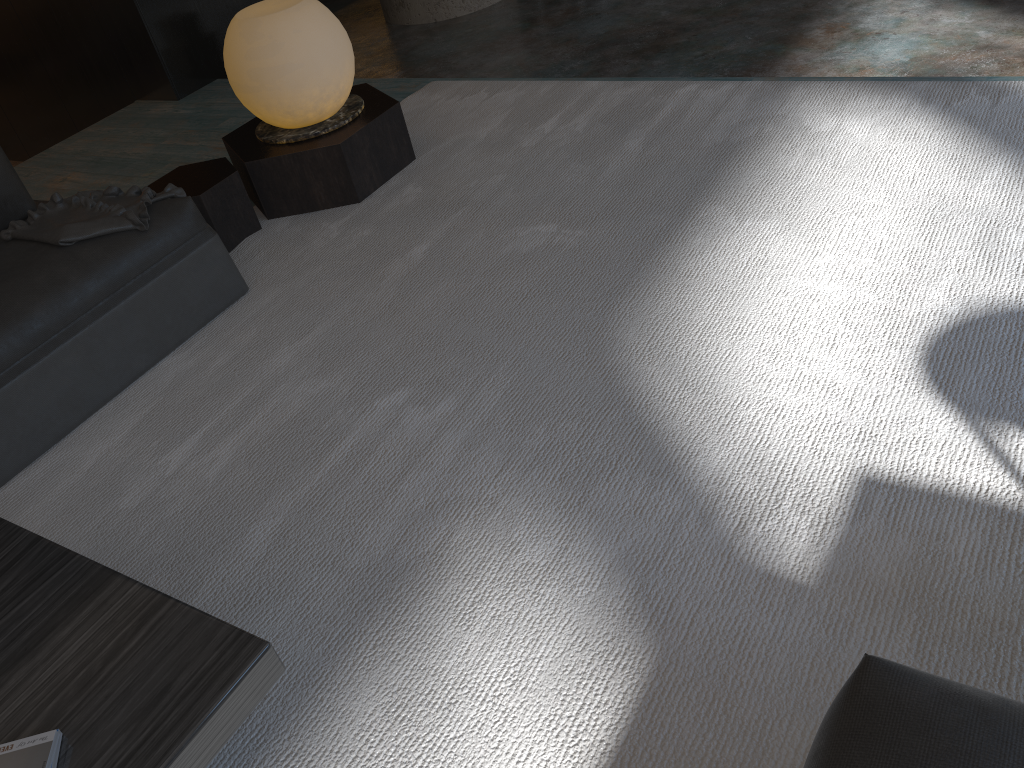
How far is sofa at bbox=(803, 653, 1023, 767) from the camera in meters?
0.9

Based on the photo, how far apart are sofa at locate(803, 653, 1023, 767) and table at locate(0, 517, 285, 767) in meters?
0.7

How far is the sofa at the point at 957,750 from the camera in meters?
0.9

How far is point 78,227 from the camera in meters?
2.5

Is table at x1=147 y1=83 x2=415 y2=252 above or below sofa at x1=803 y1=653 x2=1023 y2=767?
below

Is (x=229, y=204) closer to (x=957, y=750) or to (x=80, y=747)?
(x=80, y=747)

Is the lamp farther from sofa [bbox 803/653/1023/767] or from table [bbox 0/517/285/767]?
sofa [bbox 803/653/1023/767]

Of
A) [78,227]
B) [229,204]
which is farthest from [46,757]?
[229,204]

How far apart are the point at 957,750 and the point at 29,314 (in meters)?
2.27

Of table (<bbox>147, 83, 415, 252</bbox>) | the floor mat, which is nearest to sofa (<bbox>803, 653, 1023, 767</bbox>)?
the floor mat
